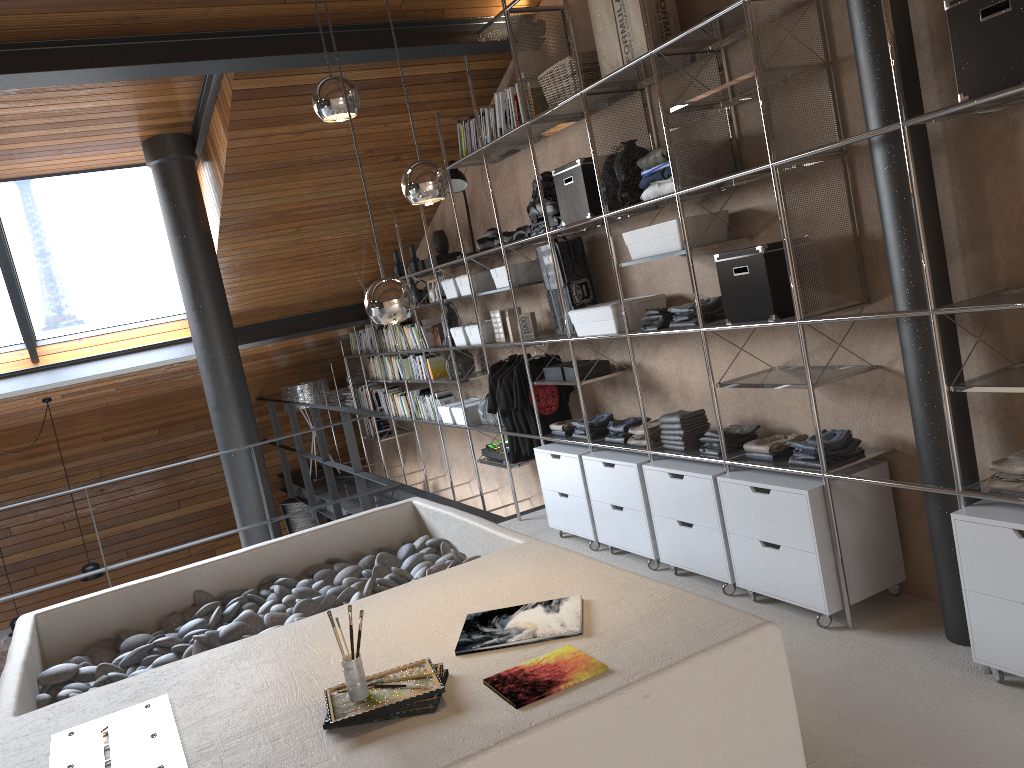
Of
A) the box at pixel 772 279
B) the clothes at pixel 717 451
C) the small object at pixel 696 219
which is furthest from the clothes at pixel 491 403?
the box at pixel 772 279

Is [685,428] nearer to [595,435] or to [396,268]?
[595,435]

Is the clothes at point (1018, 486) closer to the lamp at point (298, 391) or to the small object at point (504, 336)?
→ the small object at point (504, 336)

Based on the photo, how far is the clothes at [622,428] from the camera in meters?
4.6 m

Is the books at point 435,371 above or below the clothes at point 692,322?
below

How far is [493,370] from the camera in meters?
5.7 m

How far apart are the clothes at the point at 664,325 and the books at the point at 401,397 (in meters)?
3.76

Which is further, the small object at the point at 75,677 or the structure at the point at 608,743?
the small object at the point at 75,677

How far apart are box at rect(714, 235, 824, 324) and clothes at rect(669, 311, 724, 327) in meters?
0.3

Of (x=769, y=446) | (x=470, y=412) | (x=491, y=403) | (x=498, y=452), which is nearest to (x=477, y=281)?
(x=491, y=403)
